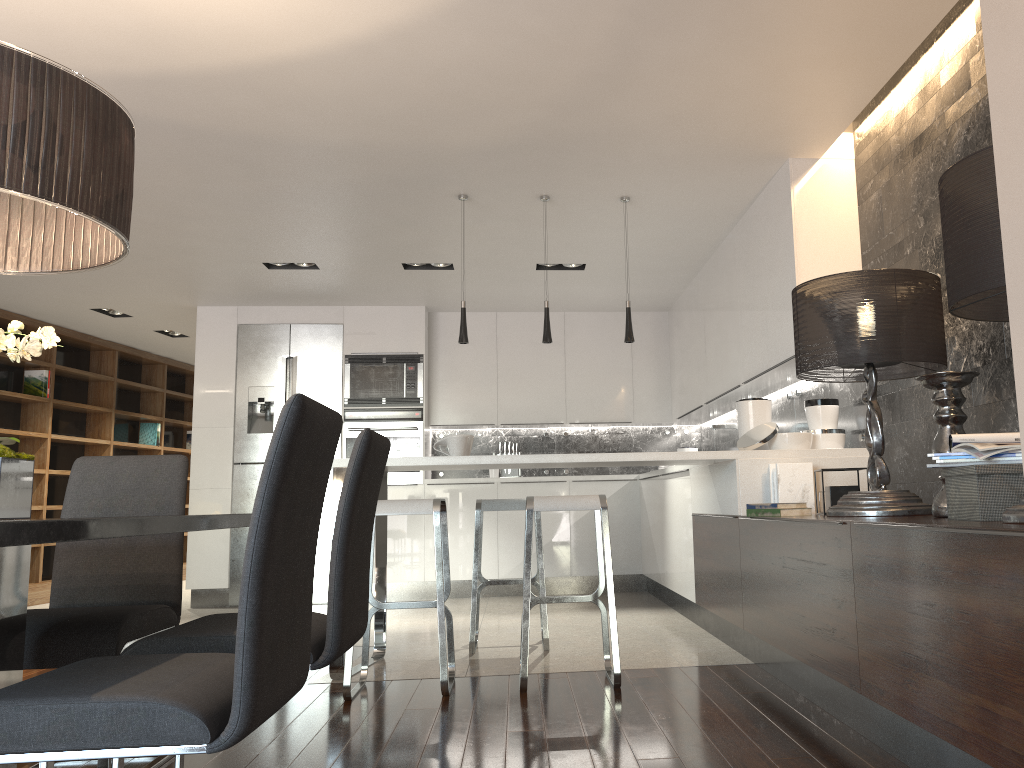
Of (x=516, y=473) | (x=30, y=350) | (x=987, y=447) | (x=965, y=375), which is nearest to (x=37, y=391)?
(x=516, y=473)

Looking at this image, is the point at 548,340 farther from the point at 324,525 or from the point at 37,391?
the point at 37,391

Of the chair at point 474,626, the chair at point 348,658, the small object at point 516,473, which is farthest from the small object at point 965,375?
the small object at point 516,473

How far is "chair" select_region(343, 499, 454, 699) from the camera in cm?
362

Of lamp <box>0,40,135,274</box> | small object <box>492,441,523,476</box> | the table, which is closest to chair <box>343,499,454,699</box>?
the table

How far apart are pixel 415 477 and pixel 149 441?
4.15m

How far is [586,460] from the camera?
4.2 meters

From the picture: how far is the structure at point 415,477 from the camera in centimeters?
759cm

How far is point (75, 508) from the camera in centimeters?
303cm

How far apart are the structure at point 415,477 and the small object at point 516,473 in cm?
80
